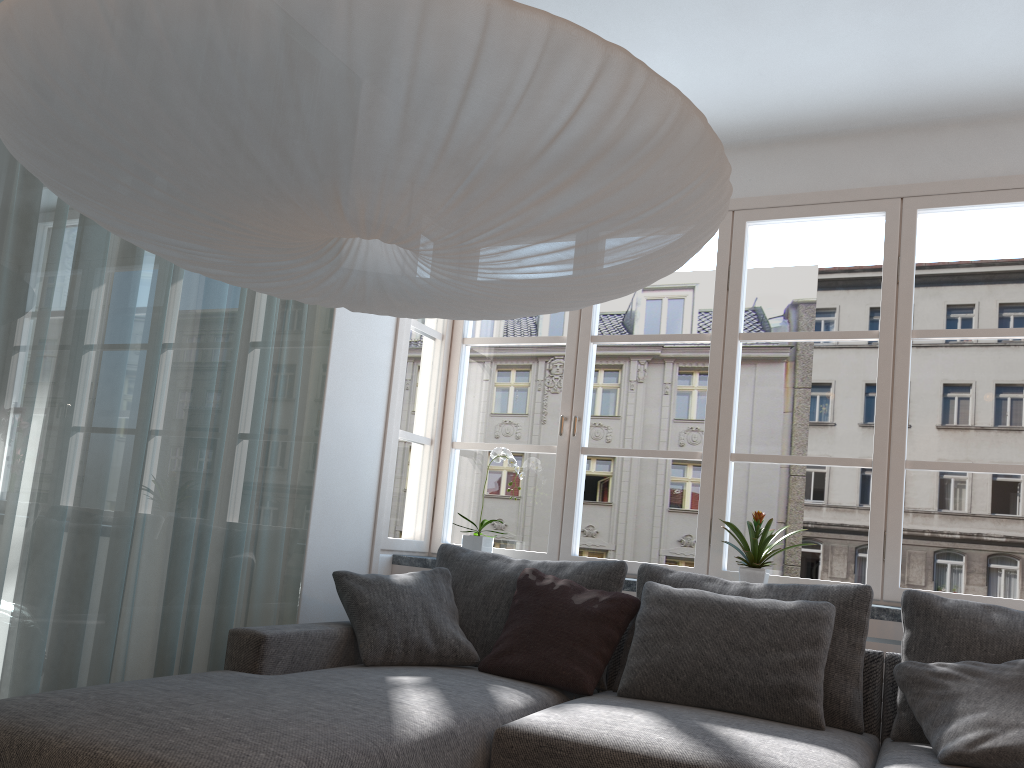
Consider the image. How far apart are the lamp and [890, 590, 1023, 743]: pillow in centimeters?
160cm

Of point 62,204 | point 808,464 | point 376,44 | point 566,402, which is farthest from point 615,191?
point 808,464

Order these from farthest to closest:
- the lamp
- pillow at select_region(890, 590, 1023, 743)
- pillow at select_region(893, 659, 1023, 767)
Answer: pillow at select_region(890, 590, 1023, 743)
pillow at select_region(893, 659, 1023, 767)
the lamp

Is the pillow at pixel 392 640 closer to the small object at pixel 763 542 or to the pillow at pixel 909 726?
the small object at pixel 763 542

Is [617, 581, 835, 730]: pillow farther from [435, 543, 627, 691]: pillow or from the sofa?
[435, 543, 627, 691]: pillow

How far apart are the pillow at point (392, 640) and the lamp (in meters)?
1.34

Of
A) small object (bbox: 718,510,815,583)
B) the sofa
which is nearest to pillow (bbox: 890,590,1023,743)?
the sofa

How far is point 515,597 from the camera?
3.3m

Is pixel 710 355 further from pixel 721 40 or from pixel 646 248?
pixel 646 248

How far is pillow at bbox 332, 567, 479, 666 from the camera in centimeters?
307cm
